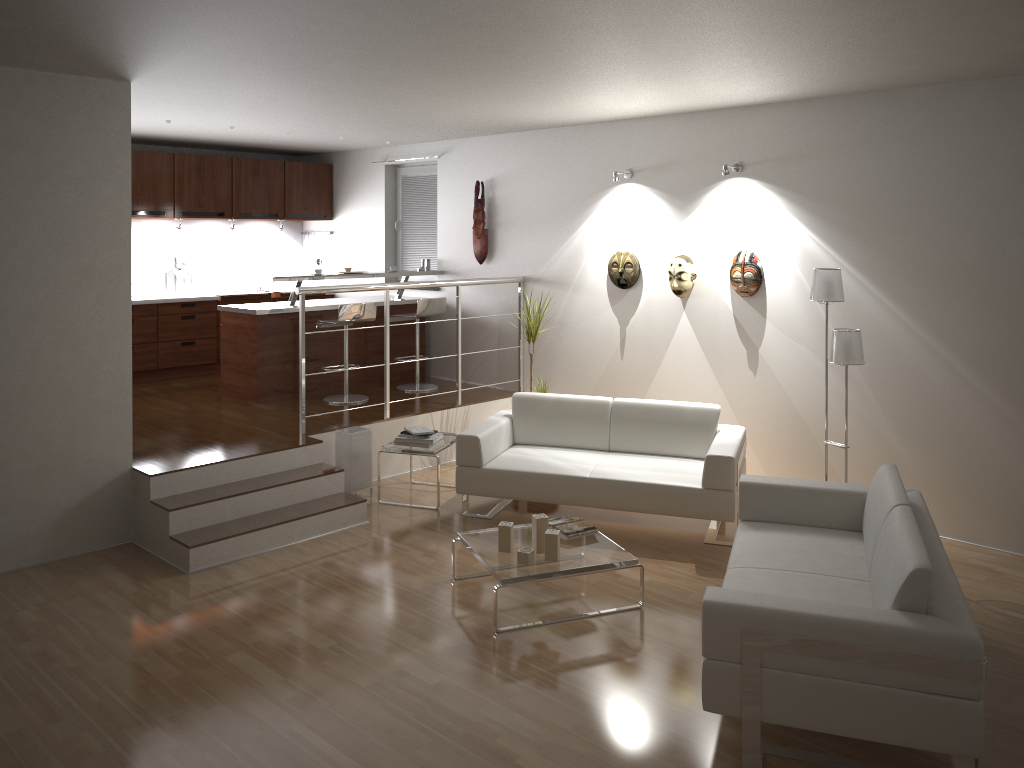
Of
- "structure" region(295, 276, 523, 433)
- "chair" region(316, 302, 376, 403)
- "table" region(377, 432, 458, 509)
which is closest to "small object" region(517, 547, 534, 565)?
"table" region(377, 432, 458, 509)

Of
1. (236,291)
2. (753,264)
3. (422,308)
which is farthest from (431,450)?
(236,291)

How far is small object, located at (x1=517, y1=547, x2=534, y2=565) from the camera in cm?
447

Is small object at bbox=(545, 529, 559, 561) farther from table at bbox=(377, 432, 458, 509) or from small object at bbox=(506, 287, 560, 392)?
small object at bbox=(506, 287, 560, 392)

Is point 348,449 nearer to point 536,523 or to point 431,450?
point 431,450

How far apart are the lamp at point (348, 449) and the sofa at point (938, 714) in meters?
2.8 m

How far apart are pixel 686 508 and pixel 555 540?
1.2 meters

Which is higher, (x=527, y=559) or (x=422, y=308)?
(x=422, y=308)

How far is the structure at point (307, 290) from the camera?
6.2m

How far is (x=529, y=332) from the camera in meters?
7.0
